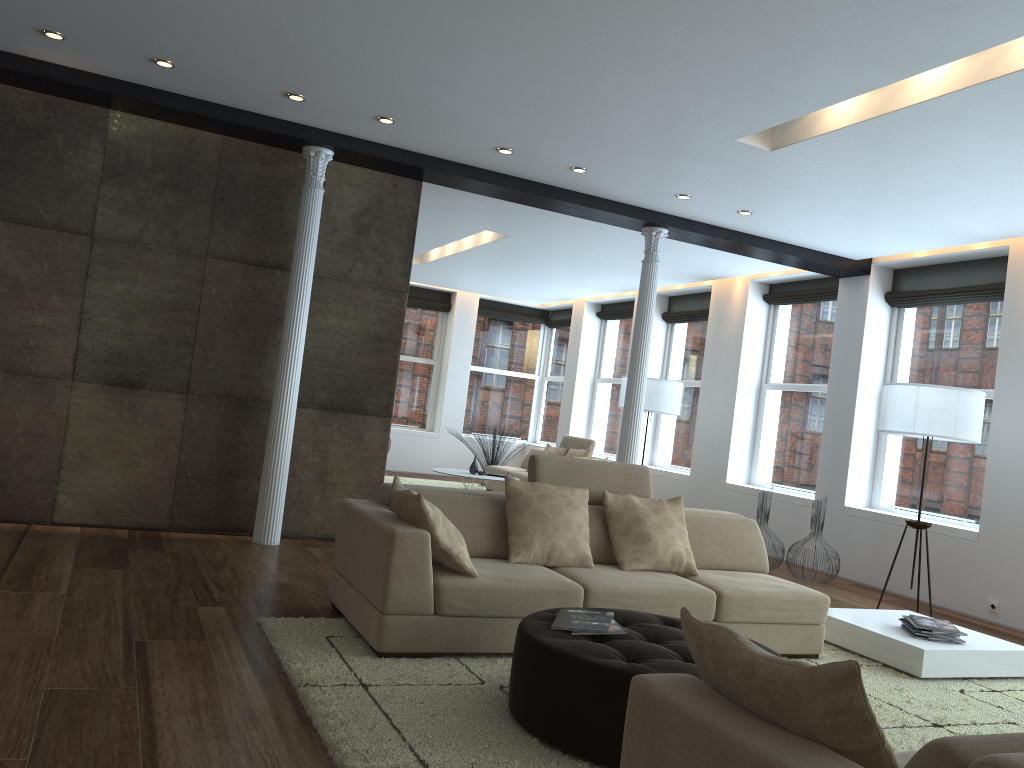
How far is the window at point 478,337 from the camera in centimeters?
1500cm

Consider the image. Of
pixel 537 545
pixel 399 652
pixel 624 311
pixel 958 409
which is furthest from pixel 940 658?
pixel 624 311

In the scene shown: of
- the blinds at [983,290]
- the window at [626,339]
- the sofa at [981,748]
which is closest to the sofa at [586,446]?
the window at [626,339]

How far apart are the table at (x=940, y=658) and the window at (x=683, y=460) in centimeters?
552cm

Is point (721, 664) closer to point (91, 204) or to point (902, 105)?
point (902, 105)

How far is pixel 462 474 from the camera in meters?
9.9 m

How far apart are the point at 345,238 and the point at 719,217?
3.09m

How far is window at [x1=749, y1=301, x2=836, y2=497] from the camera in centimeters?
939cm

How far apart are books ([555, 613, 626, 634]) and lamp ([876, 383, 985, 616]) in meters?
3.8 m

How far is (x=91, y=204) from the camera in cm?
612
